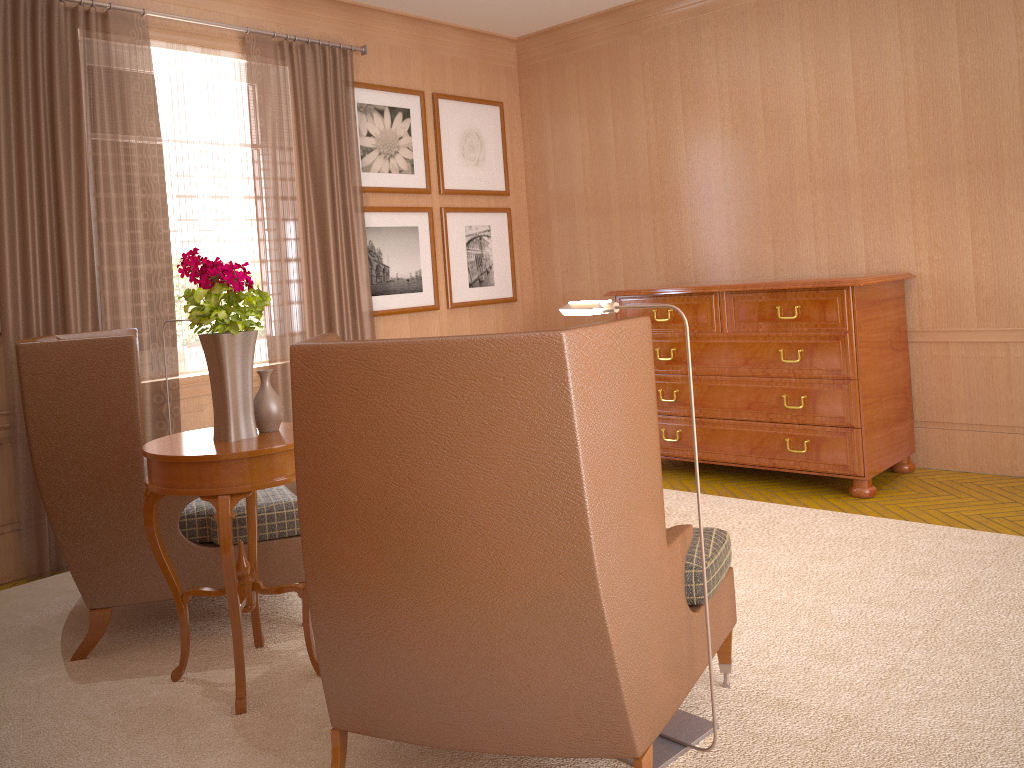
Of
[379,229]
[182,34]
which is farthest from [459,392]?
[379,229]

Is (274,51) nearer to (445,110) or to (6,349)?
(445,110)

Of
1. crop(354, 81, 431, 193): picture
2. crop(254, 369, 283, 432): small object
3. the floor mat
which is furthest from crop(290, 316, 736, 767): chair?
crop(354, 81, 431, 193): picture

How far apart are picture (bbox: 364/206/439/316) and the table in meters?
4.6

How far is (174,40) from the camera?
8.1 meters

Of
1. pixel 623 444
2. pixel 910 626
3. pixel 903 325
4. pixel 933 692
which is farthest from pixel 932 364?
pixel 623 444

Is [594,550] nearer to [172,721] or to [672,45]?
[172,721]

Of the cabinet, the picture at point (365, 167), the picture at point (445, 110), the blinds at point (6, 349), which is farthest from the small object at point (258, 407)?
the picture at point (445, 110)

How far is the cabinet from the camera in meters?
7.8 m

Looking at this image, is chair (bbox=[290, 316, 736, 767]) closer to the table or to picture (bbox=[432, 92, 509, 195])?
the table
